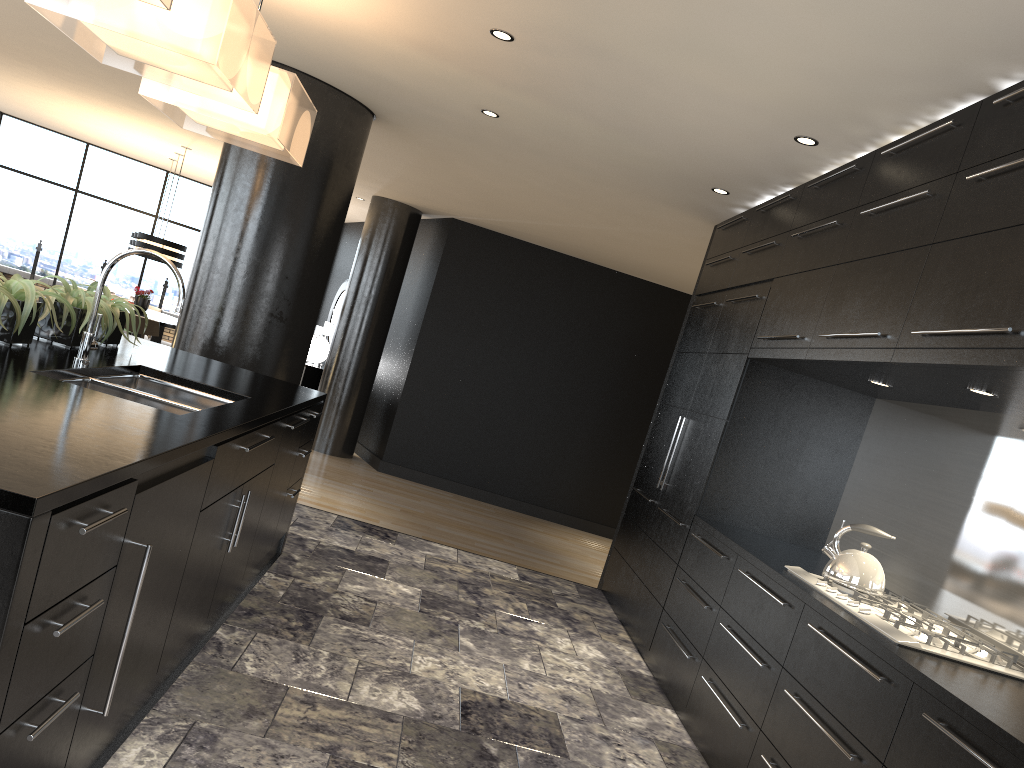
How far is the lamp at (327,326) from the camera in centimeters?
1141cm

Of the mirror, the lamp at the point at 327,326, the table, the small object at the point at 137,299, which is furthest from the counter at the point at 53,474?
the mirror

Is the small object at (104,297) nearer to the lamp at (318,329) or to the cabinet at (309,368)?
the cabinet at (309,368)

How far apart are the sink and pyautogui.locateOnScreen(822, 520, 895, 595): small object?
2.29m

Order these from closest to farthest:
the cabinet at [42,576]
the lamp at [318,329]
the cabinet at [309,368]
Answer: the cabinet at [42,576], the cabinet at [309,368], the lamp at [318,329]

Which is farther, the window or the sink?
the window

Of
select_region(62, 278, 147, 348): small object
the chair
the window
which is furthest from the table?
select_region(62, 278, 147, 348): small object

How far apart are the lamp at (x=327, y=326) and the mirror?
0.79m

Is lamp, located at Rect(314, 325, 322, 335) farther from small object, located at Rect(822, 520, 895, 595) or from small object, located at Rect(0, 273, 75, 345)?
small object, located at Rect(822, 520, 895, 595)

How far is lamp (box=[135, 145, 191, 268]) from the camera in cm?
998
